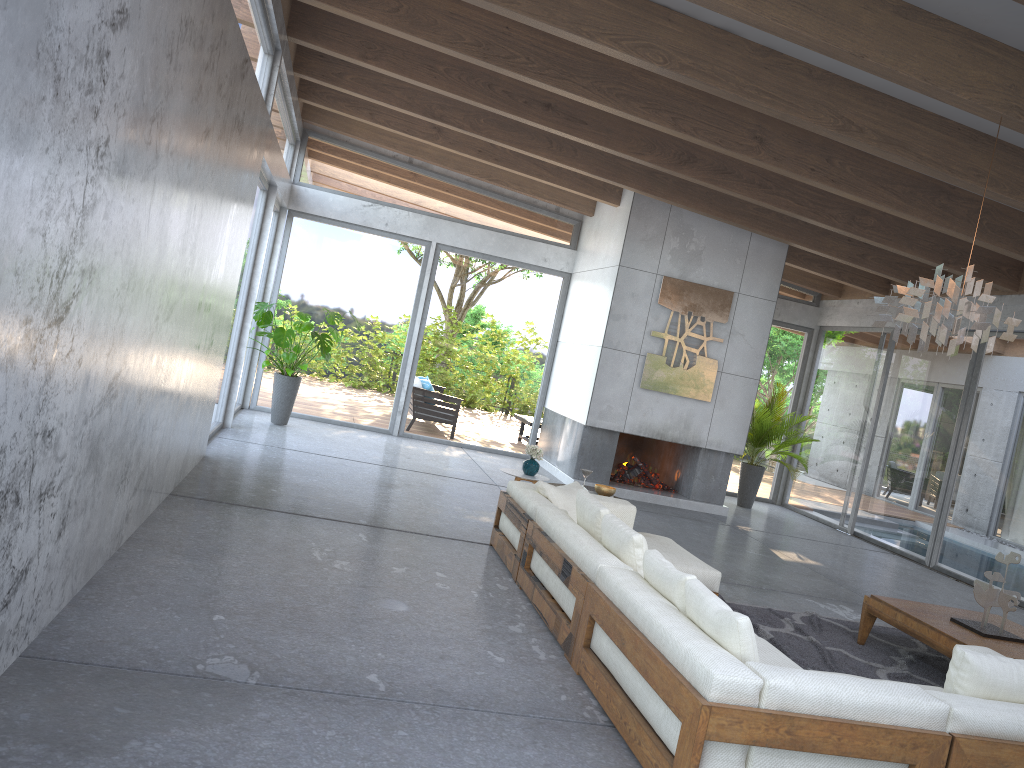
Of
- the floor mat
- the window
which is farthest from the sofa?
the window

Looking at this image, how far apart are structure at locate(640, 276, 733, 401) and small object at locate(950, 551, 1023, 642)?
5.2 meters

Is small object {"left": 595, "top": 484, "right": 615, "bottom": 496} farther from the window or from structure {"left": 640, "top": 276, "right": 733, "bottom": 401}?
the window

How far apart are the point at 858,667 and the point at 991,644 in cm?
75

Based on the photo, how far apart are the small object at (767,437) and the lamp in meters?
6.1 m

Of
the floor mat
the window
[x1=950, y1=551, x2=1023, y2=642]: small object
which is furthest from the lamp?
the window

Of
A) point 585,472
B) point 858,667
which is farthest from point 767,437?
point 858,667

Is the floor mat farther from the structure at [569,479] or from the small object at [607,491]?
the structure at [569,479]

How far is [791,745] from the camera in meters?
3.1 m

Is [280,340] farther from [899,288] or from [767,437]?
[899,288]
